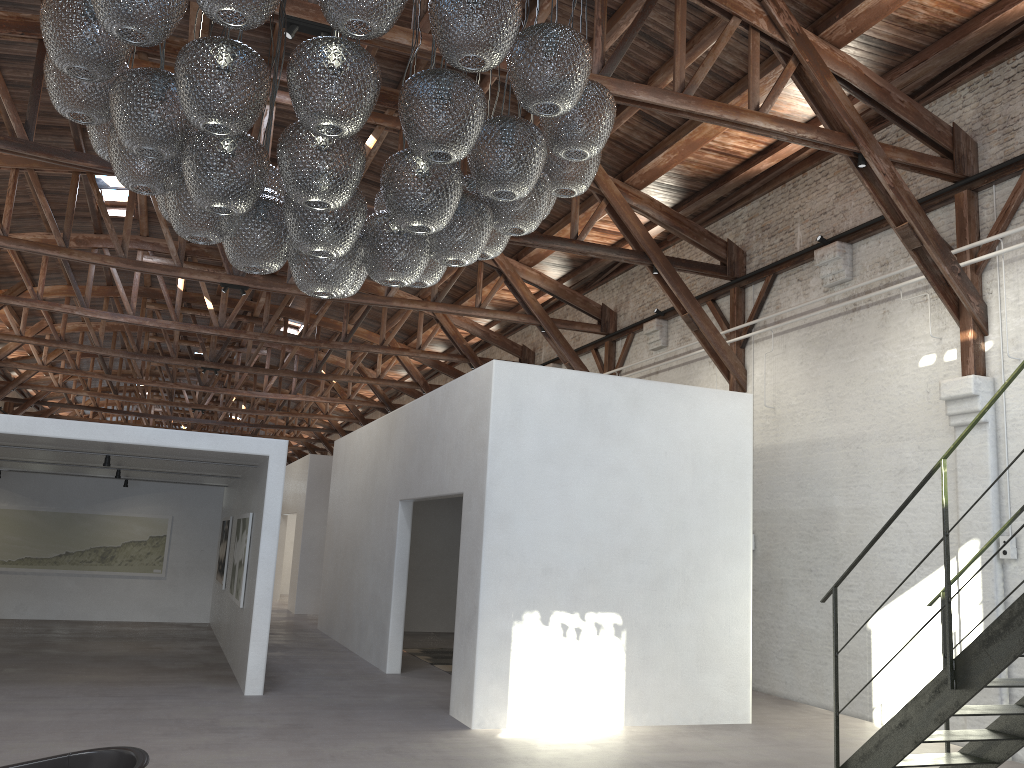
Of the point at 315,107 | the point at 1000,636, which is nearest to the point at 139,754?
the point at 315,107

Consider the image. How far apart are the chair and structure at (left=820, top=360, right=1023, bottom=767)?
4.2 meters

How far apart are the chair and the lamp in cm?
202

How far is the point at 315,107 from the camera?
3.3m

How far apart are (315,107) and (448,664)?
9.4m

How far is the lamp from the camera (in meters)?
3.30

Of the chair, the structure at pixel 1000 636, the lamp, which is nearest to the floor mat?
the structure at pixel 1000 636

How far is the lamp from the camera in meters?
3.3

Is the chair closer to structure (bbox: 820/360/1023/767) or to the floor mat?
structure (bbox: 820/360/1023/767)

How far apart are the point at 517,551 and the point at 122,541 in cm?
956
